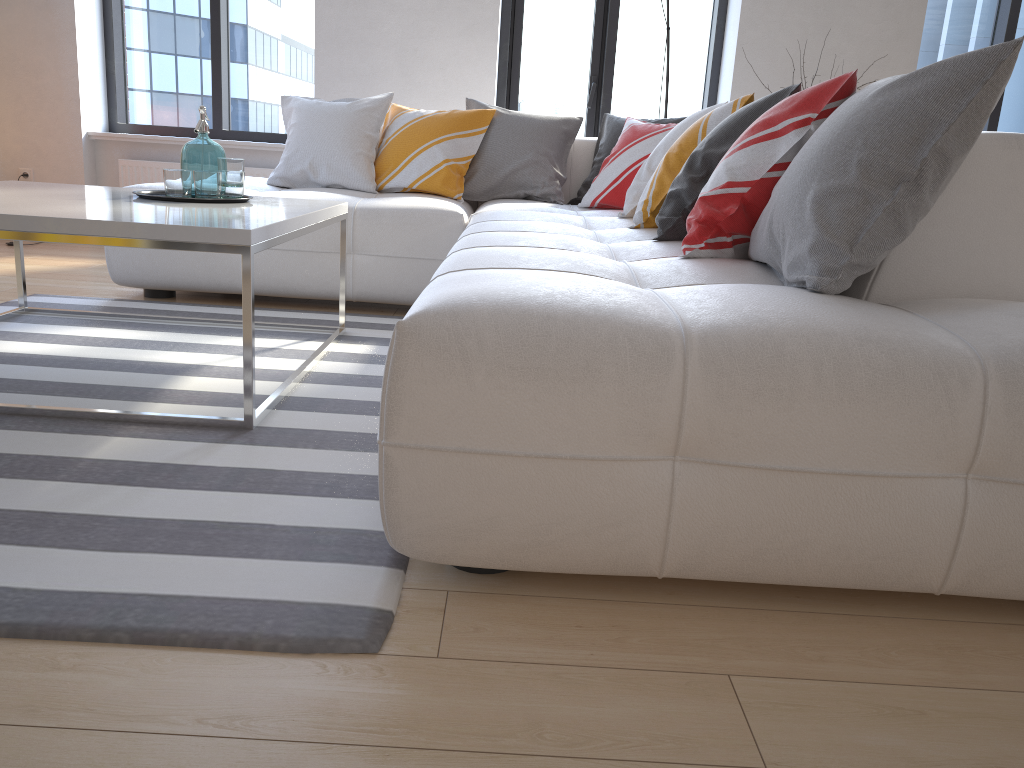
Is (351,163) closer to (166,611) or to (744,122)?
(744,122)

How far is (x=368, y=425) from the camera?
2.02m

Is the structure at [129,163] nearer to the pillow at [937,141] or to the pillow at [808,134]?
the pillow at [937,141]

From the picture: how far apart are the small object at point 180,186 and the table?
0.0 meters

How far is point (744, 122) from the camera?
2.2 meters

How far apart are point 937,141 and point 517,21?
4.2 meters

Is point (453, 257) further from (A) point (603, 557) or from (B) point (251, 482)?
(A) point (603, 557)

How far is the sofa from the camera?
1.20m

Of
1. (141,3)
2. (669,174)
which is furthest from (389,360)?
(141,3)

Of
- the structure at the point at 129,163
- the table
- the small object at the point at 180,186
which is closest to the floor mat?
the table
